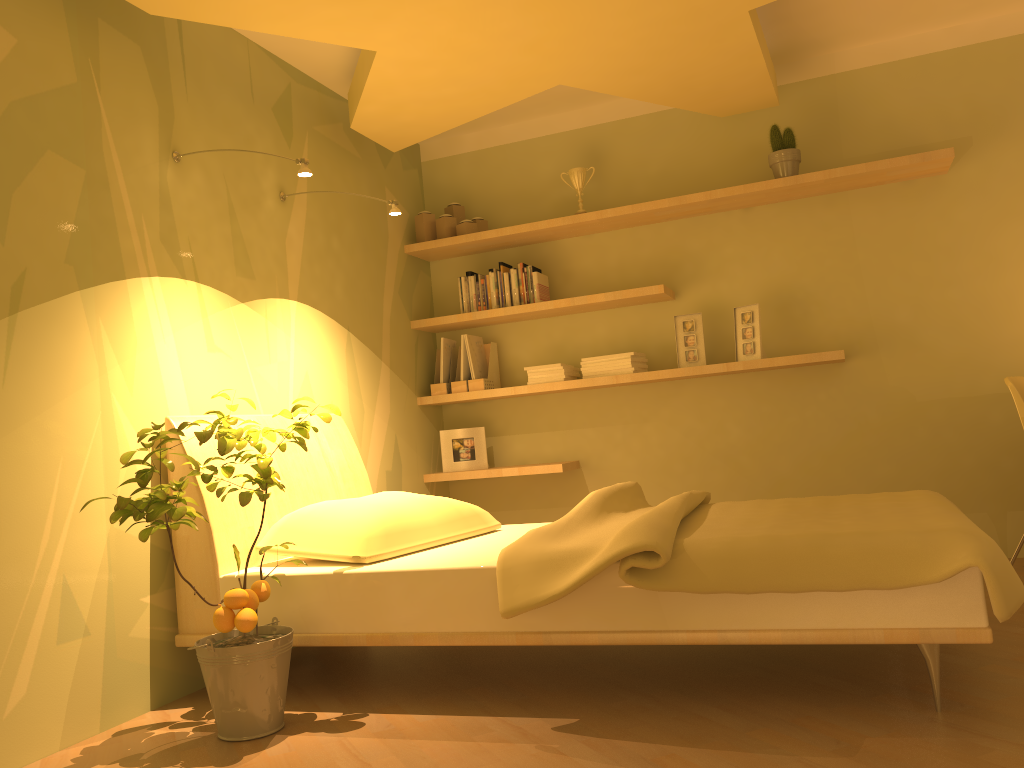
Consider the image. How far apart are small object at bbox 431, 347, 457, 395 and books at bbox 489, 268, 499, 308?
0.4 meters

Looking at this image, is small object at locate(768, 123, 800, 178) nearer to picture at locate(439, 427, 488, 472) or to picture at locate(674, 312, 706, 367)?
picture at locate(674, 312, 706, 367)

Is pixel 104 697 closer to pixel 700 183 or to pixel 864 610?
pixel 864 610

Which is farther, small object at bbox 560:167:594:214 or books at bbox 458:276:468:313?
books at bbox 458:276:468:313

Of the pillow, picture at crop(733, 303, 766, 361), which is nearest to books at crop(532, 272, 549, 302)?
picture at crop(733, 303, 766, 361)

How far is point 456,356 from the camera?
4.79m

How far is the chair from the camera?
3.30m

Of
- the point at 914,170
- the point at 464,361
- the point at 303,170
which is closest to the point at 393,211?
the point at 303,170

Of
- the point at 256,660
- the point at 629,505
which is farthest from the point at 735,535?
the point at 256,660

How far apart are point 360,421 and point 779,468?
2.0 meters
